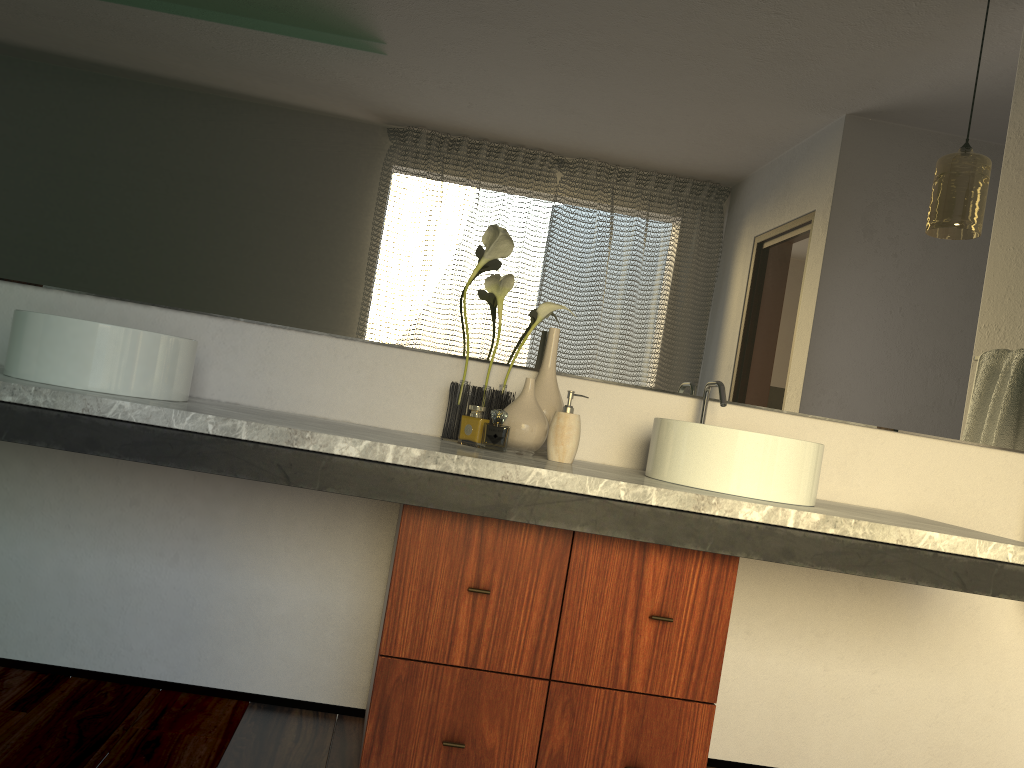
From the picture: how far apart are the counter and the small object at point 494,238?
0.1m

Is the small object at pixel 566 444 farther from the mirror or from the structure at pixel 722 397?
the structure at pixel 722 397

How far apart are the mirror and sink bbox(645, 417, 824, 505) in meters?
0.3

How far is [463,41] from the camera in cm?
216

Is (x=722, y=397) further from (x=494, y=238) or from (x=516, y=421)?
(x=494, y=238)

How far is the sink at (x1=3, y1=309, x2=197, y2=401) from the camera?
1.6 meters

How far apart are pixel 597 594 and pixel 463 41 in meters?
1.4

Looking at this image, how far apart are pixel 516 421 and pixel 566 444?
0.1m

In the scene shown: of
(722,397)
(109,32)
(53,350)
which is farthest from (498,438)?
(53,350)

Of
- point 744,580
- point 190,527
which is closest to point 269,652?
point 190,527
